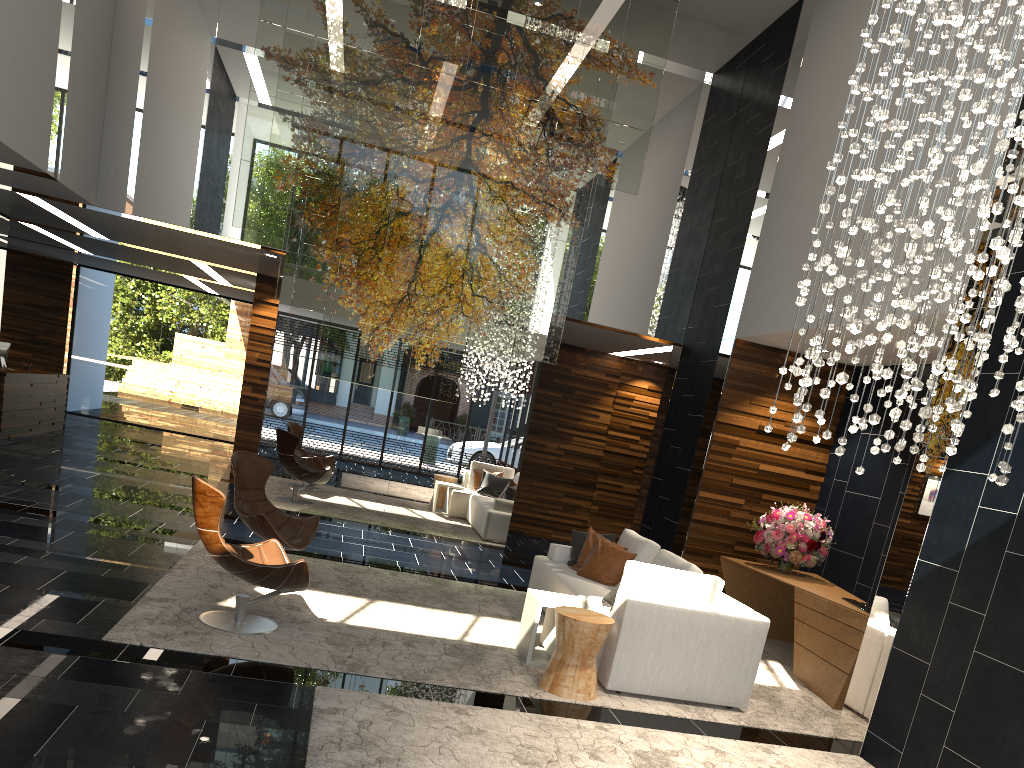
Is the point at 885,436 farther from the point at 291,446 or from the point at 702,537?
the point at 291,446

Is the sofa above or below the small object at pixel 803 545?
below

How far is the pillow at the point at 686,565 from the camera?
6.3m

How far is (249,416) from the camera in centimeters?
1196cm

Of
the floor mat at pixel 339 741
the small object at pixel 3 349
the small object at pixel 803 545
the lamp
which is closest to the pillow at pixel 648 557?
the small object at pixel 803 545

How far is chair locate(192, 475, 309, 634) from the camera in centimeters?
515cm

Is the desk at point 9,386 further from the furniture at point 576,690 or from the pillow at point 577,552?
the furniture at point 576,690

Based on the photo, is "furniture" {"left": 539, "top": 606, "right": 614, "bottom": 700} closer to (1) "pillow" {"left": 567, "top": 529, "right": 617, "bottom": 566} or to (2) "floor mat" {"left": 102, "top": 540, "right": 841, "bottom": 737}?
(2) "floor mat" {"left": 102, "top": 540, "right": 841, "bottom": 737}

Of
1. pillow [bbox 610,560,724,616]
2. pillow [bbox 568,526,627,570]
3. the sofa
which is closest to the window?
the sofa

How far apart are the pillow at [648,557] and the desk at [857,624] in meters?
1.1
